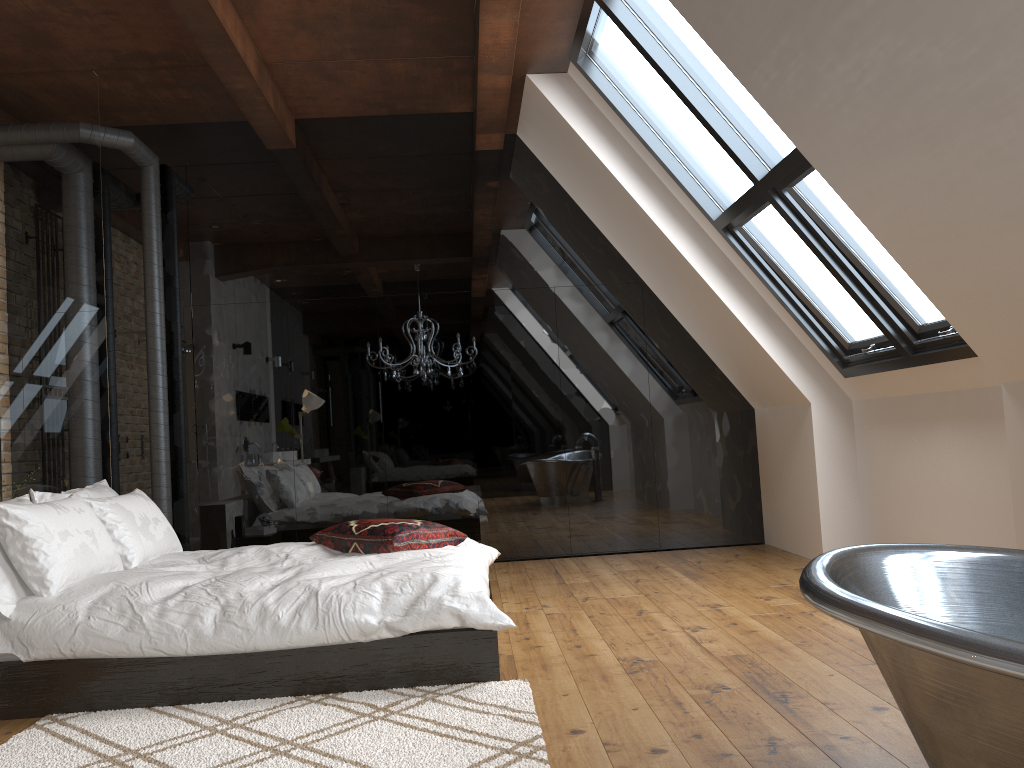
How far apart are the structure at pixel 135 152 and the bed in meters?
1.7

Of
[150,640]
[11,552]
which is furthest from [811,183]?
[11,552]

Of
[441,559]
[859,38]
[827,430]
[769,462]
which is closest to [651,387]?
[769,462]

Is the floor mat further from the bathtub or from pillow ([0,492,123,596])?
the bathtub

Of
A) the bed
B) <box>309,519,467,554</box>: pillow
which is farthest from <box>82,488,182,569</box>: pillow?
<box>309,519,467,554</box>: pillow

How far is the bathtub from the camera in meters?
1.4 m

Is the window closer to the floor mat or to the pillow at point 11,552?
the floor mat

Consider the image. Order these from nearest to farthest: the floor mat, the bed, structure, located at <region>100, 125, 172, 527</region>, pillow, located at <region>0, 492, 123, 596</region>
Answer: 1. the floor mat
2. the bed
3. pillow, located at <region>0, 492, 123, 596</region>
4. structure, located at <region>100, 125, 172, 527</region>

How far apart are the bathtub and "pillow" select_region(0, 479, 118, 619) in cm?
285

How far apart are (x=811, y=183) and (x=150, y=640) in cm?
350
